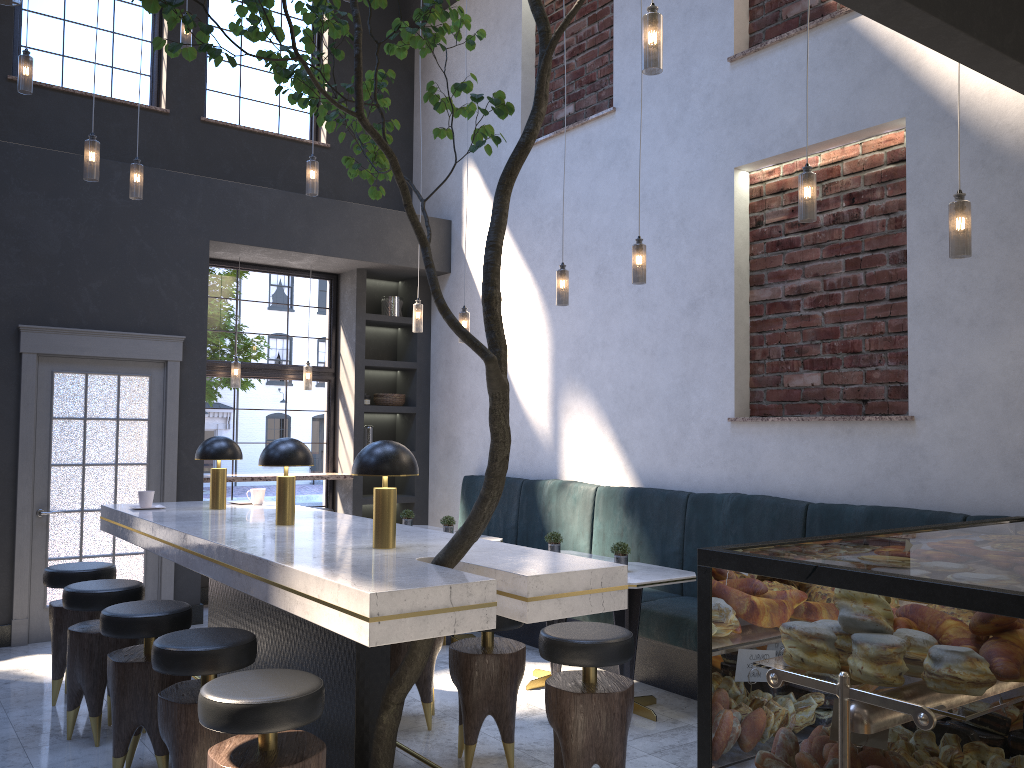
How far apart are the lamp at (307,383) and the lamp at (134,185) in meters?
2.6

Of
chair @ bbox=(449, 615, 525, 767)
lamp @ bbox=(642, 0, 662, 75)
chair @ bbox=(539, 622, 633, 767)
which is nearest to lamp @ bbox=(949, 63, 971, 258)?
lamp @ bbox=(642, 0, 662, 75)

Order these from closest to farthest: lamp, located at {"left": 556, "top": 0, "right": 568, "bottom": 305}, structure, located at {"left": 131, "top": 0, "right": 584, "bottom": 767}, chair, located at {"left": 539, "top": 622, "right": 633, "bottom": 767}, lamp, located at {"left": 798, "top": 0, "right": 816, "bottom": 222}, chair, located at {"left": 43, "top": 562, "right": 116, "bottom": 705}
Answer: structure, located at {"left": 131, "top": 0, "right": 584, "bottom": 767}, chair, located at {"left": 539, "top": 622, "right": 633, "bottom": 767}, lamp, located at {"left": 798, "top": 0, "right": 816, "bottom": 222}, chair, located at {"left": 43, "top": 562, "right": 116, "bottom": 705}, lamp, located at {"left": 556, "top": 0, "right": 568, "bottom": 305}

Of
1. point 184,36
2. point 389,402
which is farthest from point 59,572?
point 184,36

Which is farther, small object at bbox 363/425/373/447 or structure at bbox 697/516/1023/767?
small object at bbox 363/425/373/447

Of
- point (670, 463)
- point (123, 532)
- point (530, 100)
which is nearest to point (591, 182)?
point (530, 100)

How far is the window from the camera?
7.4m

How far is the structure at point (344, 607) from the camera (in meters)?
2.60

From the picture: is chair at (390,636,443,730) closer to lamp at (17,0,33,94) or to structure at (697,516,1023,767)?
structure at (697,516,1023,767)

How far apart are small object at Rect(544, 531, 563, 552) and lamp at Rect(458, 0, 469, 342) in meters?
1.8
